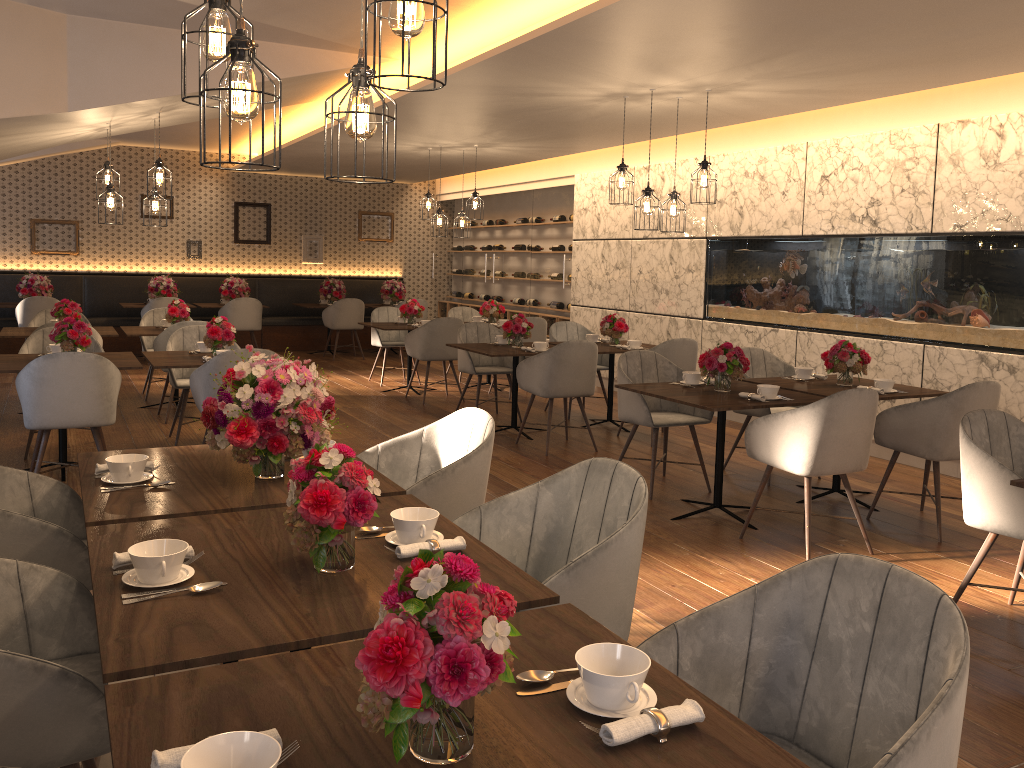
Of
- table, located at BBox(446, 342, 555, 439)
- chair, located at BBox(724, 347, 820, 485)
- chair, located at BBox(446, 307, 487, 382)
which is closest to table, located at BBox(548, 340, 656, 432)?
table, located at BBox(446, 342, 555, 439)

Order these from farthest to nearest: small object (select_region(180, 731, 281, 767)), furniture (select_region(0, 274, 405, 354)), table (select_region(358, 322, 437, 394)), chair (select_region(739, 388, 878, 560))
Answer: furniture (select_region(0, 274, 405, 354))
table (select_region(358, 322, 437, 394))
chair (select_region(739, 388, 878, 560))
small object (select_region(180, 731, 281, 767))

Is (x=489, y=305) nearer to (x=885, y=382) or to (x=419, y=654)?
(x=885, y=382)

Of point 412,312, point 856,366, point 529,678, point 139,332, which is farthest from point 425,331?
point 529,678

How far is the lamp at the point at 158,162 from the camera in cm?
653

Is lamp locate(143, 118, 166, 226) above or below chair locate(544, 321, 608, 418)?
above

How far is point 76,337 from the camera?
5.6m

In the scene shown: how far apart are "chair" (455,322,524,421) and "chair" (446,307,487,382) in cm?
255

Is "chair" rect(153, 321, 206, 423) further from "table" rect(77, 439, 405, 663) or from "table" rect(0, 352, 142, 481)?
"table" rect(77, 439, 405, 663)

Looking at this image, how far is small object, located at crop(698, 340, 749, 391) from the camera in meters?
5.1 m
